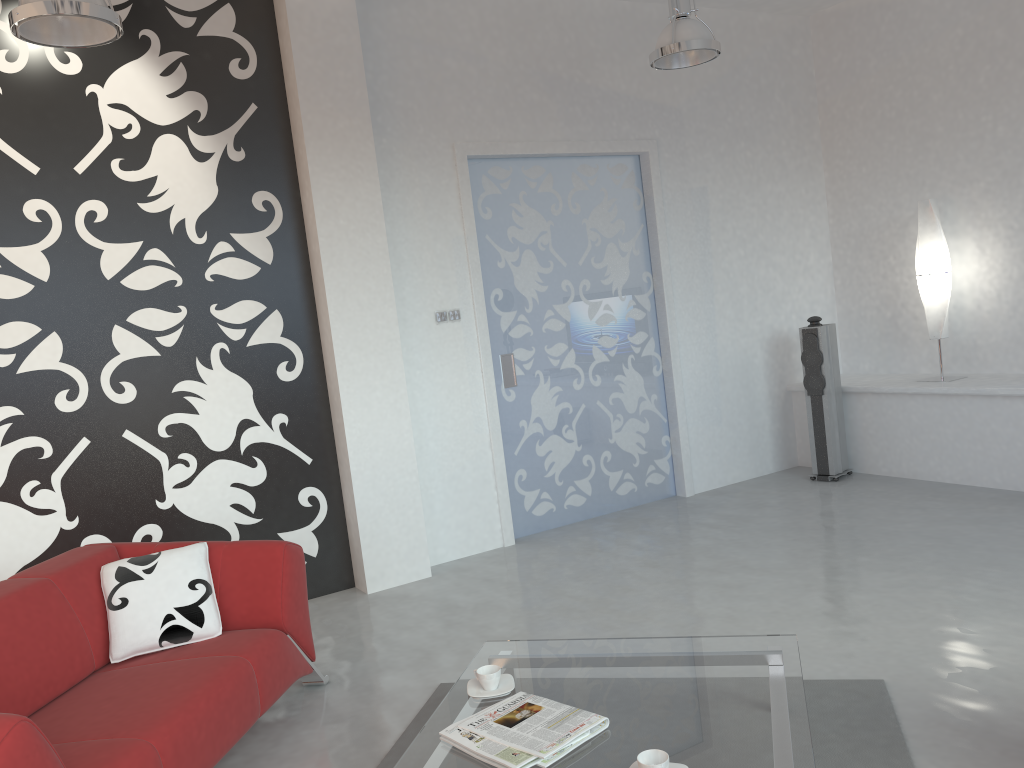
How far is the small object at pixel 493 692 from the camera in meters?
2.8 m

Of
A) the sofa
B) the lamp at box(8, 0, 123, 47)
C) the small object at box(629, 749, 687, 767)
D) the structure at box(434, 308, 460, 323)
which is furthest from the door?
the small object at box(629, 749, 687, 767)

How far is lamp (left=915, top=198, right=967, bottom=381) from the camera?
5.99m

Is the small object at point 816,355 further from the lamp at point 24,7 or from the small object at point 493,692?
the lamp at point 24,7

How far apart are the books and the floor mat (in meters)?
0.60

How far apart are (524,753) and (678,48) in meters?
3.6 m

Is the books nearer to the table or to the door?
the table

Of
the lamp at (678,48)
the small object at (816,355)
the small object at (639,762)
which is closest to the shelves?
the small object at (816,355)

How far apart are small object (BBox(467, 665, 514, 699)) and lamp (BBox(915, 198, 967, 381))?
4.53m

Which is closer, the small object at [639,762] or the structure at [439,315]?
the small object at [639,762]
